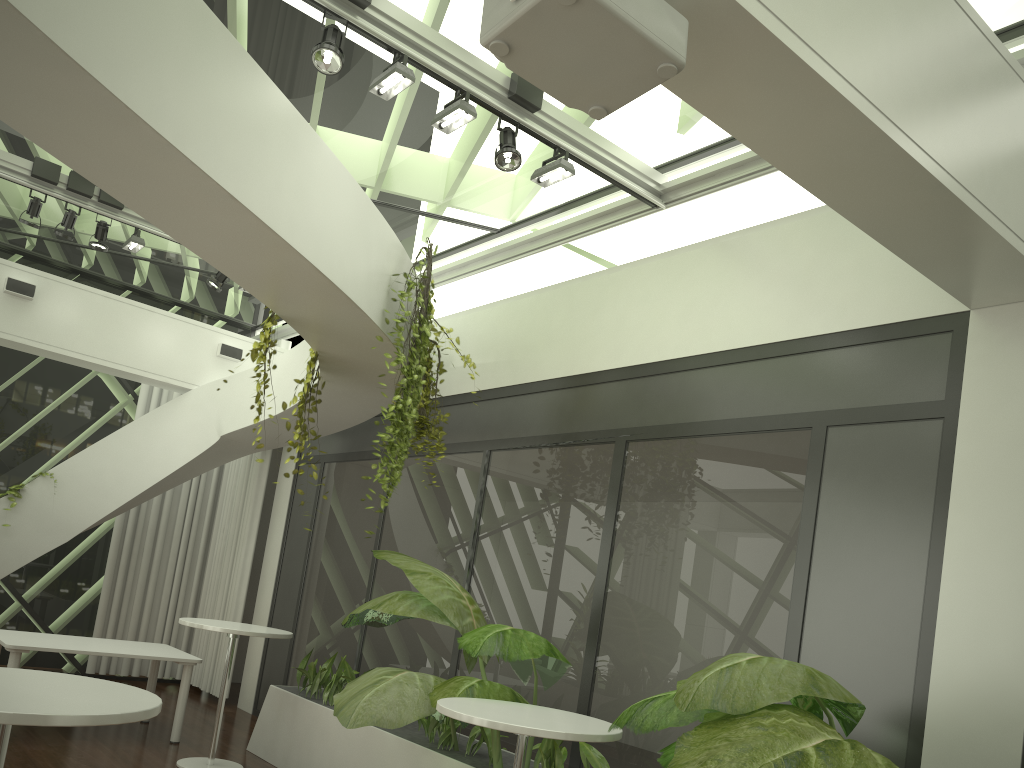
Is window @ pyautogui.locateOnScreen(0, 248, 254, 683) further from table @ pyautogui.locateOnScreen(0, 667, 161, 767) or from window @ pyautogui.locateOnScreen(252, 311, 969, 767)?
table @ pyautogui.locateOnScreen(0, 667, 161, 767)

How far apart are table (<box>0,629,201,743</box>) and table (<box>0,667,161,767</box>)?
4.09m

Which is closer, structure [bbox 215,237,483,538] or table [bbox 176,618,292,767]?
structure [bbox 215,237,483,538]

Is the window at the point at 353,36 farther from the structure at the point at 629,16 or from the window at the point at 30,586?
the structure at the point at 629,16

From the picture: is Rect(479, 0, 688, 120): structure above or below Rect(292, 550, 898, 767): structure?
above

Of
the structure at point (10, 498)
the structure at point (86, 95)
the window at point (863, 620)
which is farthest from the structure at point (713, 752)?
the structure at point (10, 498)

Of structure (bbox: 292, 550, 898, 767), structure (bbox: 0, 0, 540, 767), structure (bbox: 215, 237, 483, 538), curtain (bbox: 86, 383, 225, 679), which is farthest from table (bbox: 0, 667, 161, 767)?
curtain (bbox: 86, 383, 225, 679)

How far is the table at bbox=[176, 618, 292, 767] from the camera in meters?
6.2 m

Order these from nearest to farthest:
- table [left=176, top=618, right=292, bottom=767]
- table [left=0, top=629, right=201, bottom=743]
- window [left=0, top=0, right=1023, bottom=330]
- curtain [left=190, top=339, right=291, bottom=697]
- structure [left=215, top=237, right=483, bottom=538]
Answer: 1. window [left=0, top=0, right=1023, bottom=330]
2. structure [left=215, top=237, right=483, bottom=538]
3. table [left=176, top=618, right=292, bottom=767]
4. table [left=0, top=629, right=201, bottom=743]
5. curtain [left=190, top=339, right=291, bottom=697]

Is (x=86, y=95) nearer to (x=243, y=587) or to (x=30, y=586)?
(x=243, y=587)
